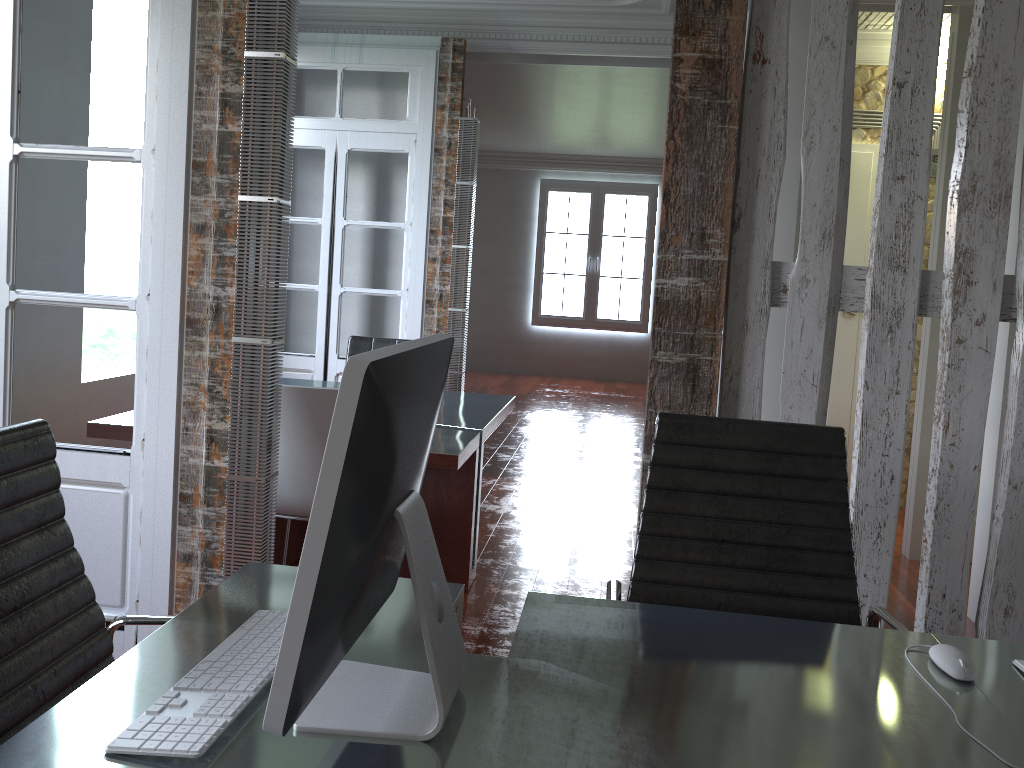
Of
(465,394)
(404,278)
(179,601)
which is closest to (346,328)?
(404,278)

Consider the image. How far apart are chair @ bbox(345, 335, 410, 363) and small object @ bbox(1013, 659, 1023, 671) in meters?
4.0 m

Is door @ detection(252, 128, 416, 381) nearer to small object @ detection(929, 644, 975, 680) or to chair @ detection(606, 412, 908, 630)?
chair @ detection(606, 412, 908, 630)

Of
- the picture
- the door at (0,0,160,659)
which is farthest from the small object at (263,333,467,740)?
the picture

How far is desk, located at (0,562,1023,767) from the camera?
1.1 meters

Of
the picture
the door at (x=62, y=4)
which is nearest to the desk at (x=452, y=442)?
the door at (x=62, y=4)

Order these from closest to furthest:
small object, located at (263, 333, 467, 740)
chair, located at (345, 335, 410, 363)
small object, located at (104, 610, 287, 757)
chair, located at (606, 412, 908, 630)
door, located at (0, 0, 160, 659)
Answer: small object, located at (263, 333, 467, 740), small object, located at (104, 610, 287, 757), chair, located at (606, 412, 908, 630), door, located at (0, 0, 160, 659), chair, located at (345, 335, 410, 363)

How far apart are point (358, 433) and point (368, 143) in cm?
495

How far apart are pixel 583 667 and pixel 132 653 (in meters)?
0.67

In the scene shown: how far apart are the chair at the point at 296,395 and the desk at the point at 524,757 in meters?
1.2 m
